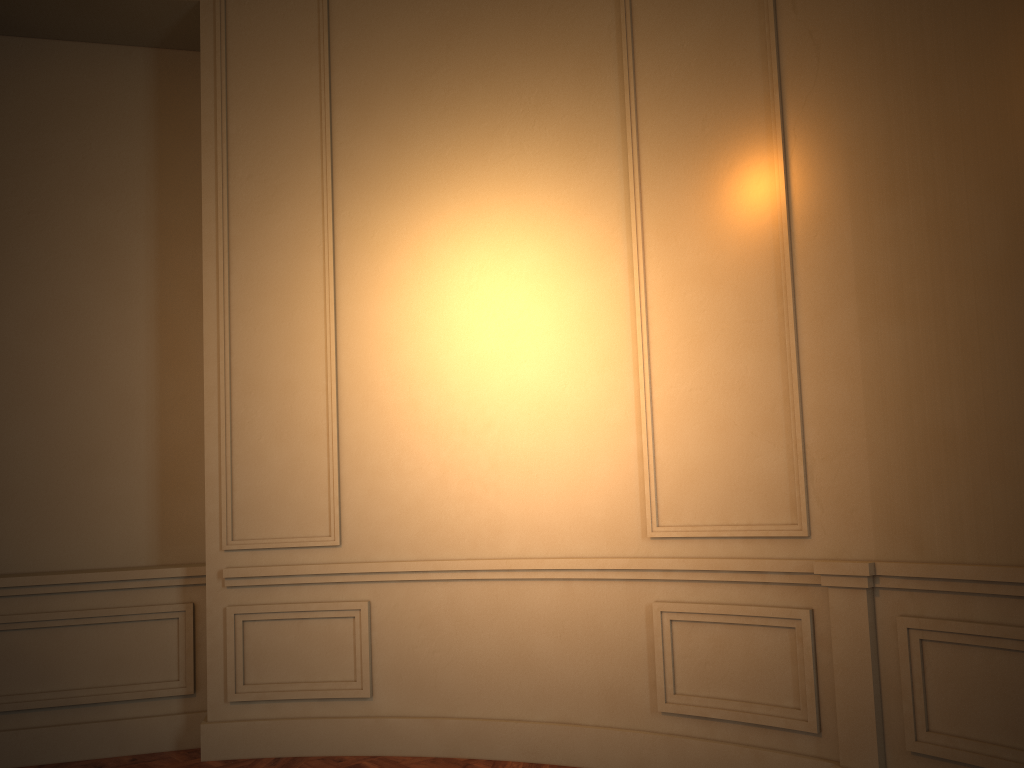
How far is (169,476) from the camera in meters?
4.7

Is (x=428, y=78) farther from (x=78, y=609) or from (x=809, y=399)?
(x=78, y=609)
